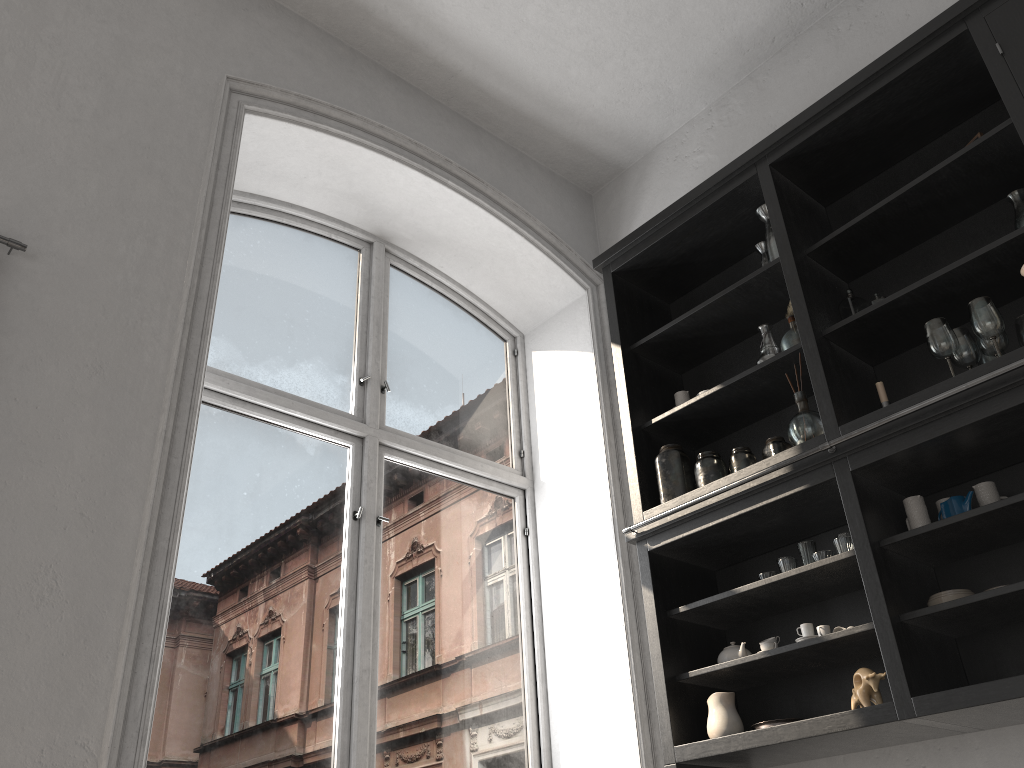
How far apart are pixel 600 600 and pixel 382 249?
1.9m

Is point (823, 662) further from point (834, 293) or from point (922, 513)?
point (834, 293)

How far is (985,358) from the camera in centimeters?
269cm

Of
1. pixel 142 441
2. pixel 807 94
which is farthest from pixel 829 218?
pixel 142 441

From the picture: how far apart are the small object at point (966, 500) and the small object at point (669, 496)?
0.86m

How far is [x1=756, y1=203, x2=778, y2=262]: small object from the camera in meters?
3.3 m

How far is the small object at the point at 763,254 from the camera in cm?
345

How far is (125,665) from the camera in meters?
2.1 m

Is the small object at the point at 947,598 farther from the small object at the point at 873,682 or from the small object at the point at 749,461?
the small object at the point at 749,461

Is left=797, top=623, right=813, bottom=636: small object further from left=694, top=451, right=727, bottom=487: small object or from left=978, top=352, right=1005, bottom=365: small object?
left=978, top=352, right=1005, bottom=365: small object
